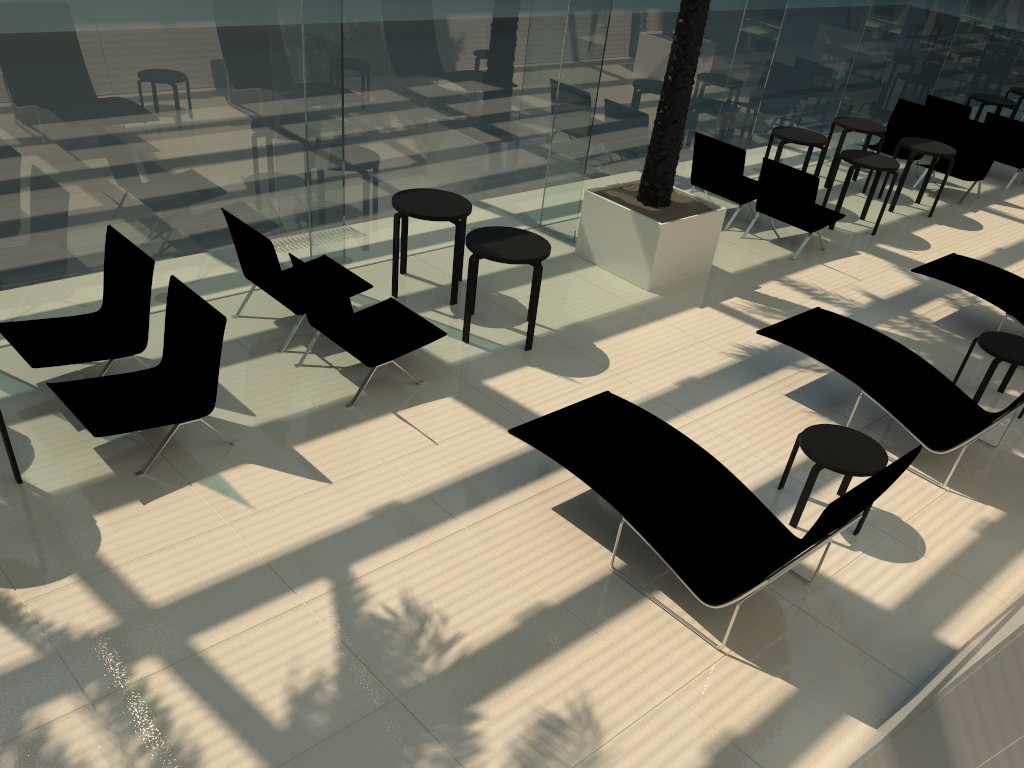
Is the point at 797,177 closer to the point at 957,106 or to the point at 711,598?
the point at 957,106

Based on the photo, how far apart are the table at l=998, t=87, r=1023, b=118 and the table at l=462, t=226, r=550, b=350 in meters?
12.4

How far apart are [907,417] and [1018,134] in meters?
8.9 m

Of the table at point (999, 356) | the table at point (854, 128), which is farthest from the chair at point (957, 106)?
the table at point (999, 356)

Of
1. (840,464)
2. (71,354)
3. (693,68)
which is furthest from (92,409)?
(693,68)

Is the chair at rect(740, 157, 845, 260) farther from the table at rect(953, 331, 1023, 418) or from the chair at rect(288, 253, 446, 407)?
the chair at rect(288, 253, 446, 407)

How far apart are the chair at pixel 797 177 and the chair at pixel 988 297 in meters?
1.4

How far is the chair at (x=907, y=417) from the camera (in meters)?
6.40

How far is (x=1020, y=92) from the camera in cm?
1535

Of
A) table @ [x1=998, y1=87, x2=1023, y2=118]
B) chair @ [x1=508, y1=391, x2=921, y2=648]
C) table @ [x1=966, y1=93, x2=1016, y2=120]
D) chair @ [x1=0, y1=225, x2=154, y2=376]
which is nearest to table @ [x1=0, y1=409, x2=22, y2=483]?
chair @ [x1=0, y1=225, x2=154, y2=376]
